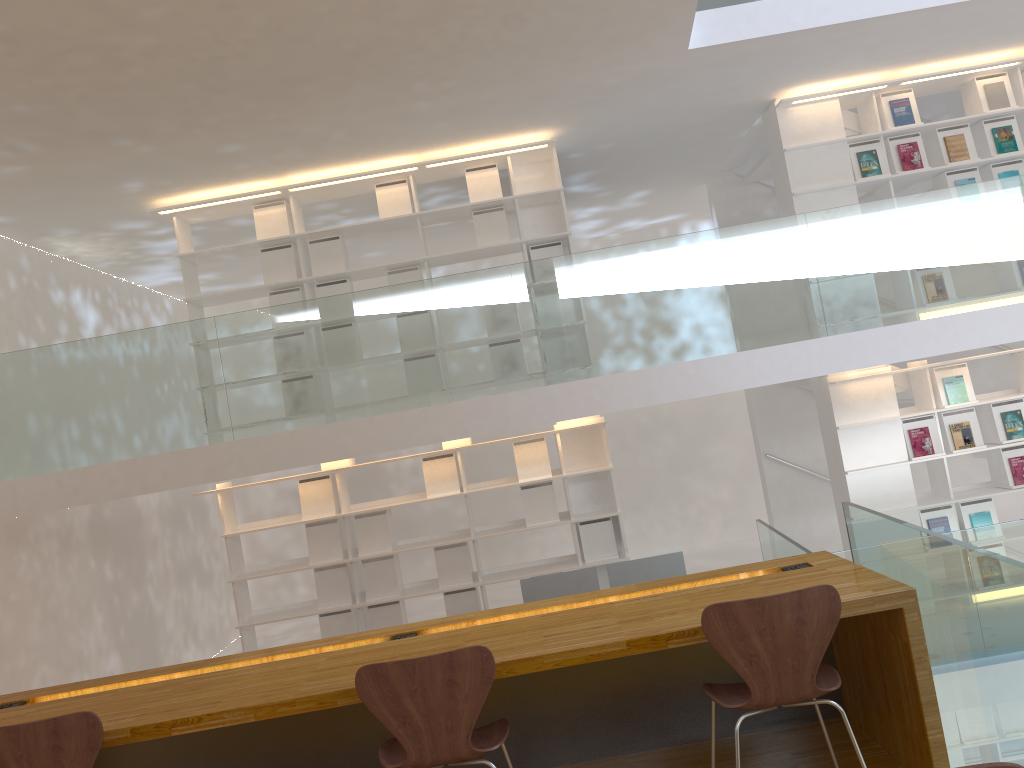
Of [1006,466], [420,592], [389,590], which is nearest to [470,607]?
[420,592]

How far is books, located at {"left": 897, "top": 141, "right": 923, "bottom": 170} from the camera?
6.5 meters

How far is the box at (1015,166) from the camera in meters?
6.5 m

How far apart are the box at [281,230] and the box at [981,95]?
5.2m

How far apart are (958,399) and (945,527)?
0.9 meters

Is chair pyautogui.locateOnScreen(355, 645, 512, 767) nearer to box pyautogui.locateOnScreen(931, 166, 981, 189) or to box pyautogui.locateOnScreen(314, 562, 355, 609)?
box pyautogui.locateOnScreen(314, 562, 355, 609)

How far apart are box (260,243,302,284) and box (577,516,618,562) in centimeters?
279cm

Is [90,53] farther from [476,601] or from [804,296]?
[476,601]

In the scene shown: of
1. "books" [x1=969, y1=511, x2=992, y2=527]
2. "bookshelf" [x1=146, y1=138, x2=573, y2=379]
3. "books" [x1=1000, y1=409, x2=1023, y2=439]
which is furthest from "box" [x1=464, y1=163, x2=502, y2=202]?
"books" [x1=969, y1=511, x2=992, y2=527]

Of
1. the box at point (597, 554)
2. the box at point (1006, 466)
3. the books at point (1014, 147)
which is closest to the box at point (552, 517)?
the box at point (597, 554)
